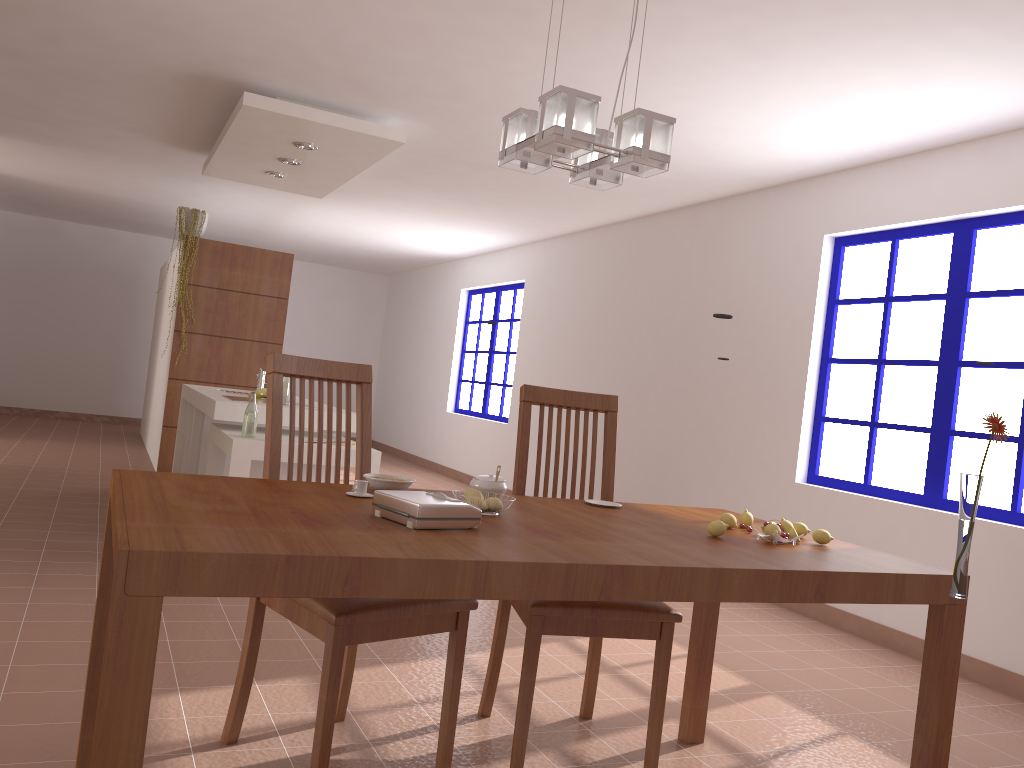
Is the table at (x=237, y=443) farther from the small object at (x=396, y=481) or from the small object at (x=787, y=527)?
the small object at (x=787, y=527)

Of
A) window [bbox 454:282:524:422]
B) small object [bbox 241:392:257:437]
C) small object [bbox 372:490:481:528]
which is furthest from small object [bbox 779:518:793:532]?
window [bbox 454:282:524:422]

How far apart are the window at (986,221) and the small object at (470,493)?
2.96m

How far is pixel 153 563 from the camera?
1.3m

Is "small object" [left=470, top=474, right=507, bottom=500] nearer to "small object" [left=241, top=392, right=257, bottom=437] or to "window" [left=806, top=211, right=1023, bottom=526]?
"small object" [left=241, top=392, right=257, bottom=437]

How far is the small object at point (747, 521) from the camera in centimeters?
241cm

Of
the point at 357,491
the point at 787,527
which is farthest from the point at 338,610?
the point at 787,527

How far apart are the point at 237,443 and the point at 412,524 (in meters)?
2.73

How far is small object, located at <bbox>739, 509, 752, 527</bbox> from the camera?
2.4m

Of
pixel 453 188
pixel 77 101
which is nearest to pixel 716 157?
pixel 453 188
